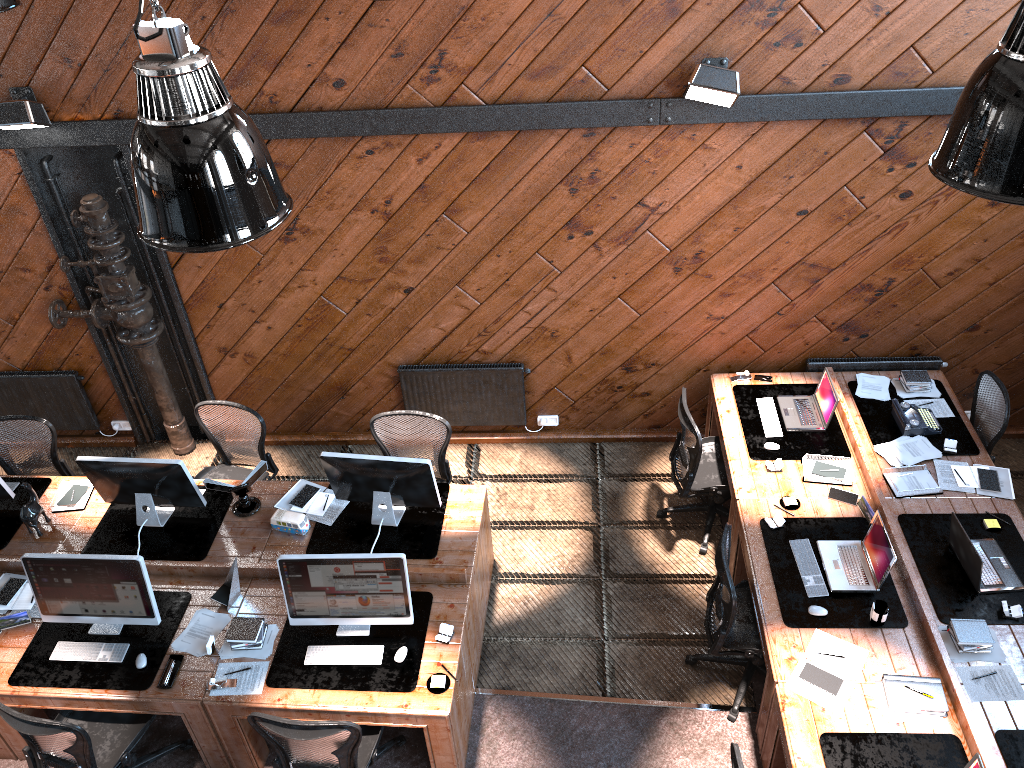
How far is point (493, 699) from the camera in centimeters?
556cm

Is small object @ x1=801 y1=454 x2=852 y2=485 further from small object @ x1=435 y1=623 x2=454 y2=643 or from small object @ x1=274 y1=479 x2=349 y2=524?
small object @ x1=274 y1=479 x2=349 y2=524

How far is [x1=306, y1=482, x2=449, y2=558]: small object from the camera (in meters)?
5.64

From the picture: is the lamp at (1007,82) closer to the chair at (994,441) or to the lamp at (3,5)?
the chair at (994,441)

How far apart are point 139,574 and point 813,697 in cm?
373

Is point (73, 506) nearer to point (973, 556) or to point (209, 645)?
point (209, 645)

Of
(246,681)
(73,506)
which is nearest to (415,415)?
(246,681)

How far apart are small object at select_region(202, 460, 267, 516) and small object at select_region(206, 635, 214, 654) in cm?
104

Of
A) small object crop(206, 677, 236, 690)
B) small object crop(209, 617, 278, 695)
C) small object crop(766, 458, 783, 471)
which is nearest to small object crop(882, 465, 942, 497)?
small object crop(766, 458, 783, 471)

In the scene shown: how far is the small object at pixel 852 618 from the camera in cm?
501
